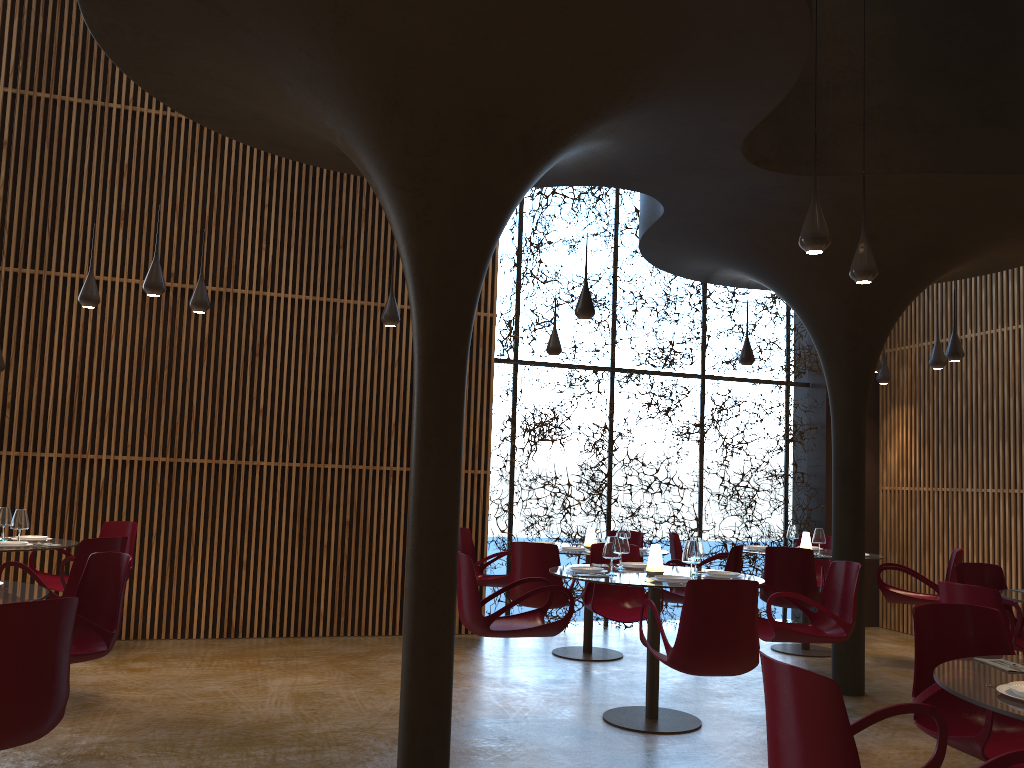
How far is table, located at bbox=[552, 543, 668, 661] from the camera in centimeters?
923cm

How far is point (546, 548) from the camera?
8.04m

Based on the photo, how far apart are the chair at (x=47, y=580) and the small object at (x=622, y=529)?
5.01m

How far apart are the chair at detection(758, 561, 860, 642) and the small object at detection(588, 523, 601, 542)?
2.22m

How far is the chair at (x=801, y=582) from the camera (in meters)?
8.72

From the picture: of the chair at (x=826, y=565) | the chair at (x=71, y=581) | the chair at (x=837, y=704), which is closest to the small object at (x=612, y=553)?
the chair at (x=837, y=704)

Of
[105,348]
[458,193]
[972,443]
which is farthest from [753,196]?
[105,348]

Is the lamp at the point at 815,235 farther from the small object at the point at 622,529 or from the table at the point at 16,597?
the table at the point at 16,597

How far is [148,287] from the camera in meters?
7.7

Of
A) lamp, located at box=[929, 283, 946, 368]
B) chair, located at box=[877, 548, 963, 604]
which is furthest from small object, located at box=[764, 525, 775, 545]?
lamp, located at box=[929, 283, 946, 368]
